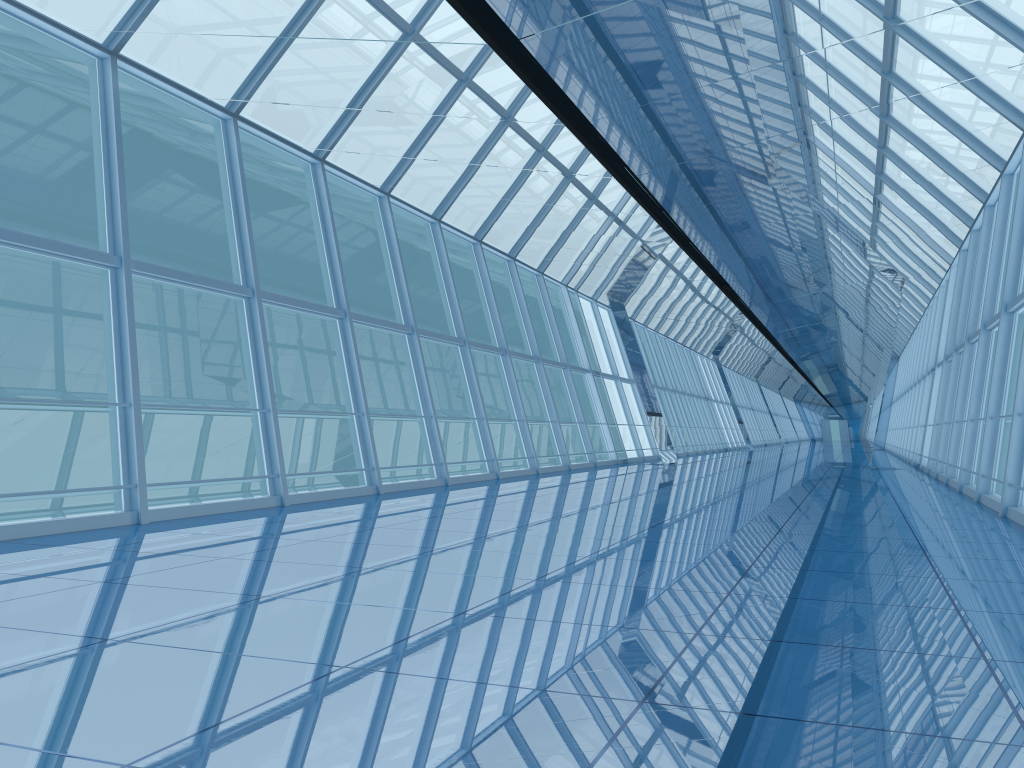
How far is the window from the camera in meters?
9.5

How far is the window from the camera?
9.5 meters

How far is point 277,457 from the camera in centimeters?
954cm
